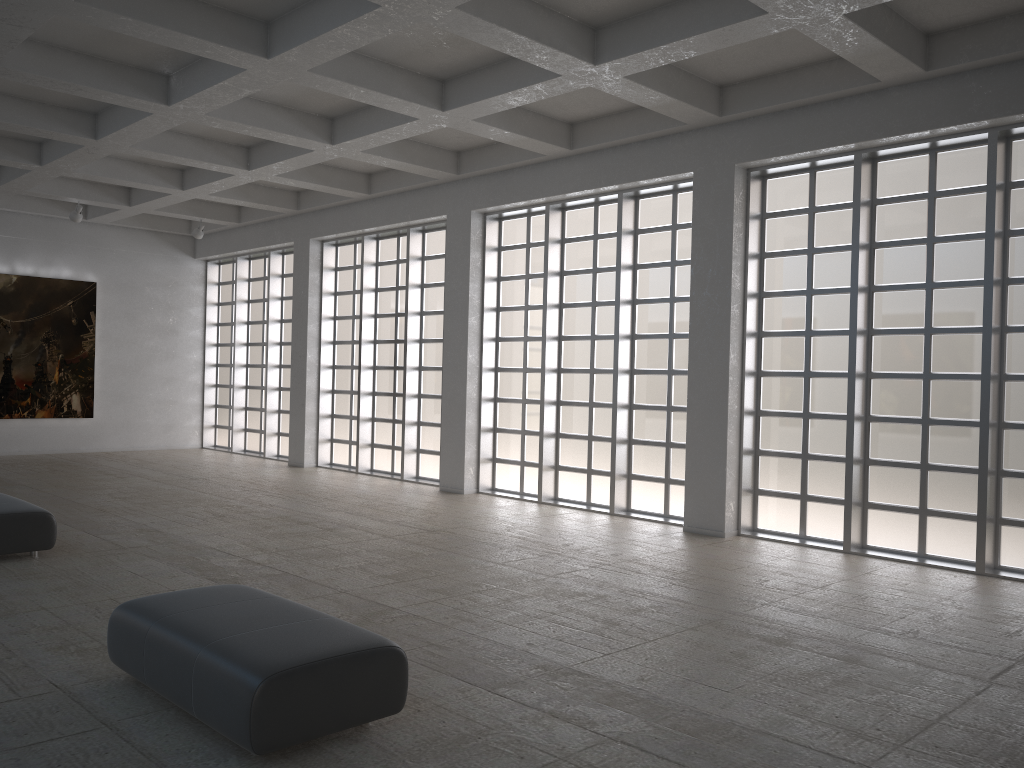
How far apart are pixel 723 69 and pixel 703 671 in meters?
12.0 m

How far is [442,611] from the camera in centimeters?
1198cm
